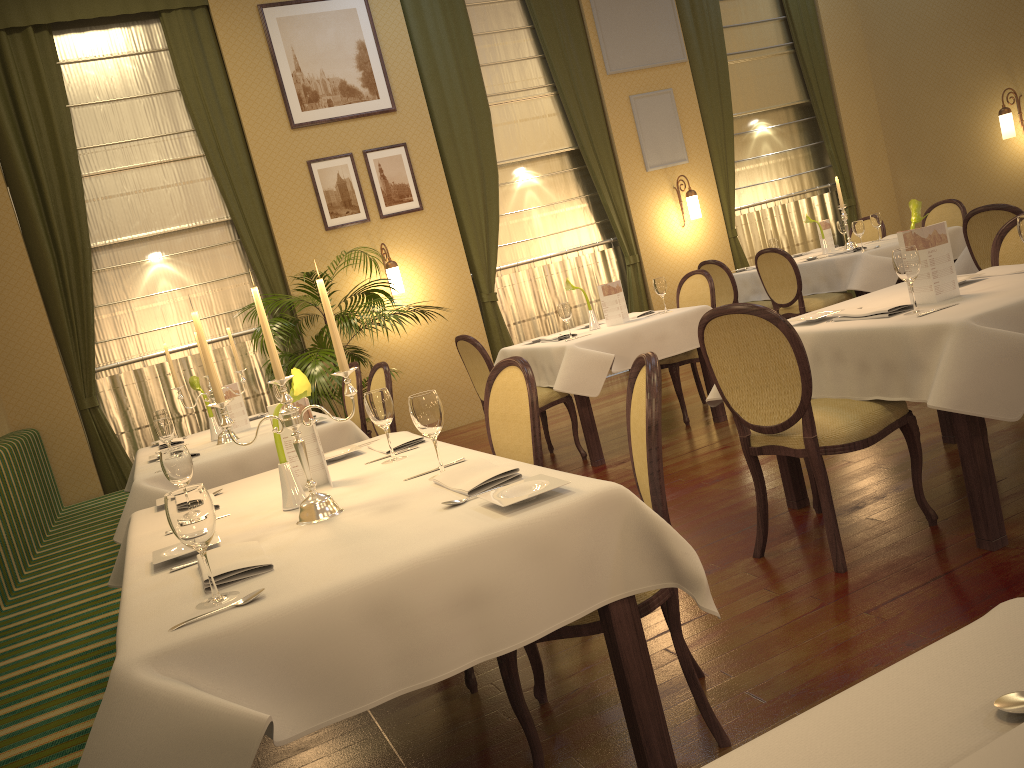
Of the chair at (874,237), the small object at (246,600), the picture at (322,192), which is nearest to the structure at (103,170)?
the picture at (322,192)

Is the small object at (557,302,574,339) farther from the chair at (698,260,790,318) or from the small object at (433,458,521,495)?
the small object at (433,458,521,495)

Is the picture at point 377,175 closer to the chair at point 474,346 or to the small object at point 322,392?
the small object at point 322,392

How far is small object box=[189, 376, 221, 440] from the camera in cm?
490

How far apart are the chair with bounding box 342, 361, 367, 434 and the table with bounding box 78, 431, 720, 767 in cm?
227

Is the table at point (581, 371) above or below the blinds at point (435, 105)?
below

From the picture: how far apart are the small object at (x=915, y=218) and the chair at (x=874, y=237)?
4.9m

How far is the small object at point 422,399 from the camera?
2.30m

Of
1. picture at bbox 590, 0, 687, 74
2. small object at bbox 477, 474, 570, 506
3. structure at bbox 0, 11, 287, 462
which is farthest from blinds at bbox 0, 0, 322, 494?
small object at bbox 477, 474, 570, 506

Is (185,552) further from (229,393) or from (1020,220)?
(229,393)
